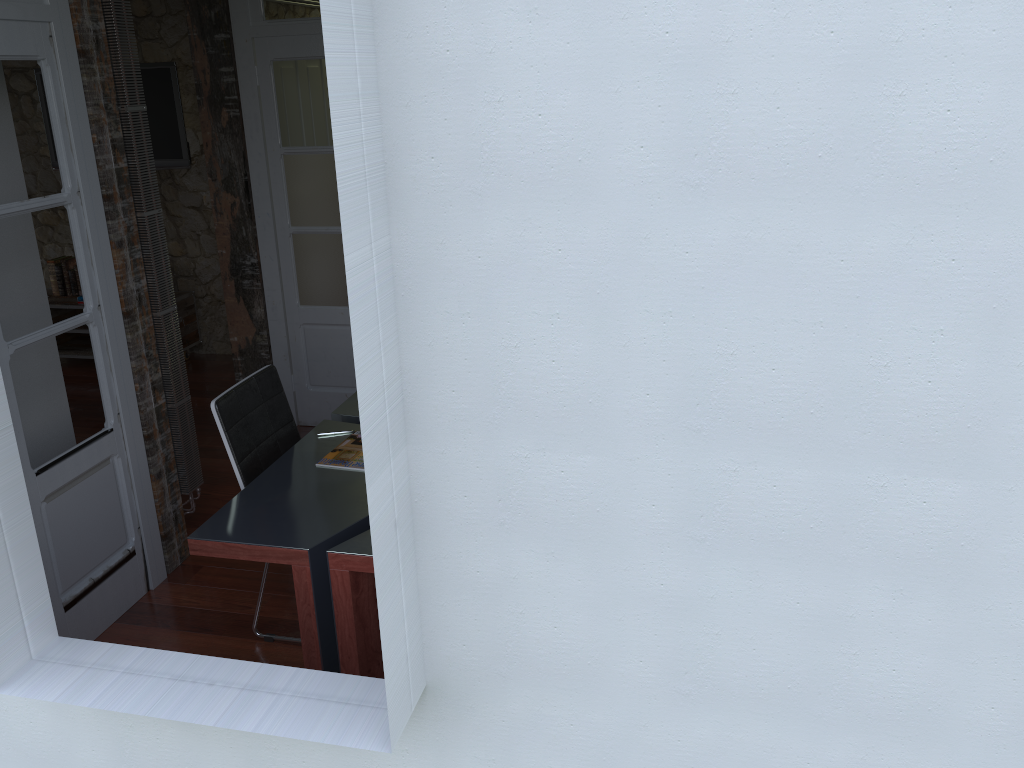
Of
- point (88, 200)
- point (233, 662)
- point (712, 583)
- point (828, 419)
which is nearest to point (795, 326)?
point (828, 419)

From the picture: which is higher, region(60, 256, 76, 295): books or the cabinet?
region(60, 256, 76, 295): books

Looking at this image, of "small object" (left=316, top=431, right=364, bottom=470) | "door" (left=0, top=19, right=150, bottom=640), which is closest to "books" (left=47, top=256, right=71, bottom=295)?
"door" (left=0, top=19, right=150, bottom=640)

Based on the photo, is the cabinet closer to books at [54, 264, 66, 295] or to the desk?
books at [54, 264, 66, 295]

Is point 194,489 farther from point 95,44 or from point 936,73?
point 936,73

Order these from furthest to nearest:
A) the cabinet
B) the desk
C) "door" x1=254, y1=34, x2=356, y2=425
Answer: the cabinet
"door" x1=254, y1=34, x2=356, y2=425
the desk

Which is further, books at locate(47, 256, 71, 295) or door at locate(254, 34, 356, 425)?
books at locate(47, 256, 71, 295)

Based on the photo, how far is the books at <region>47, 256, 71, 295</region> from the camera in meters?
6.4

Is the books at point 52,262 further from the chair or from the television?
the chair

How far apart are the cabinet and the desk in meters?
3.1
